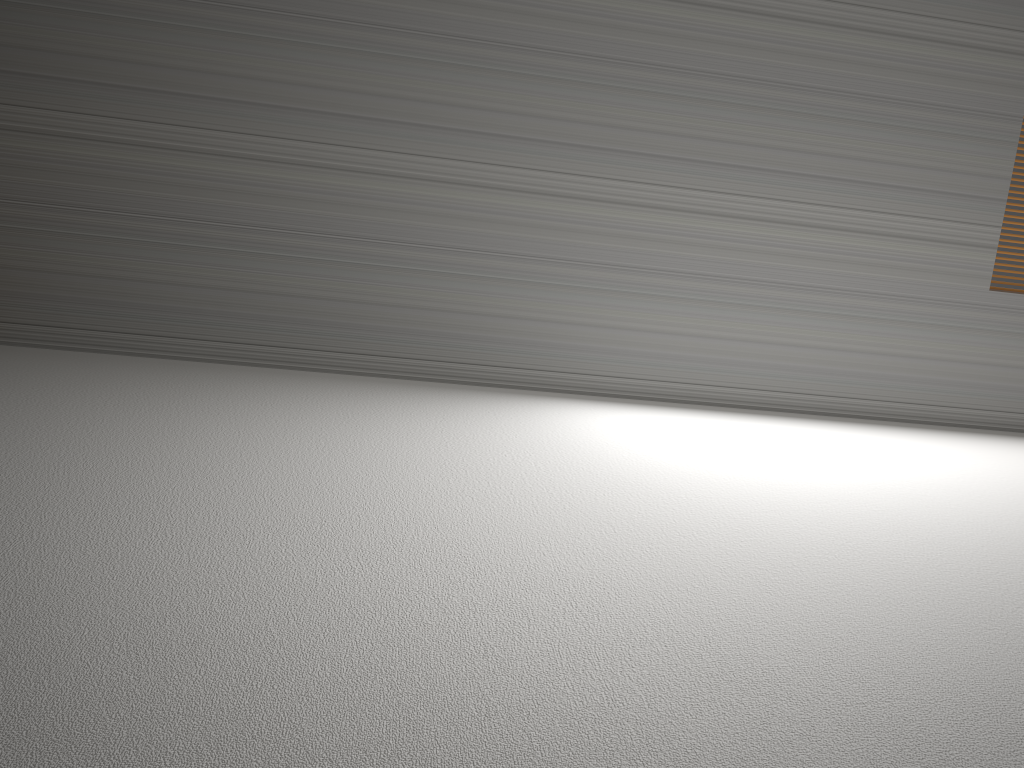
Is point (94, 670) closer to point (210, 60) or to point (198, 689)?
point (198, 689)
